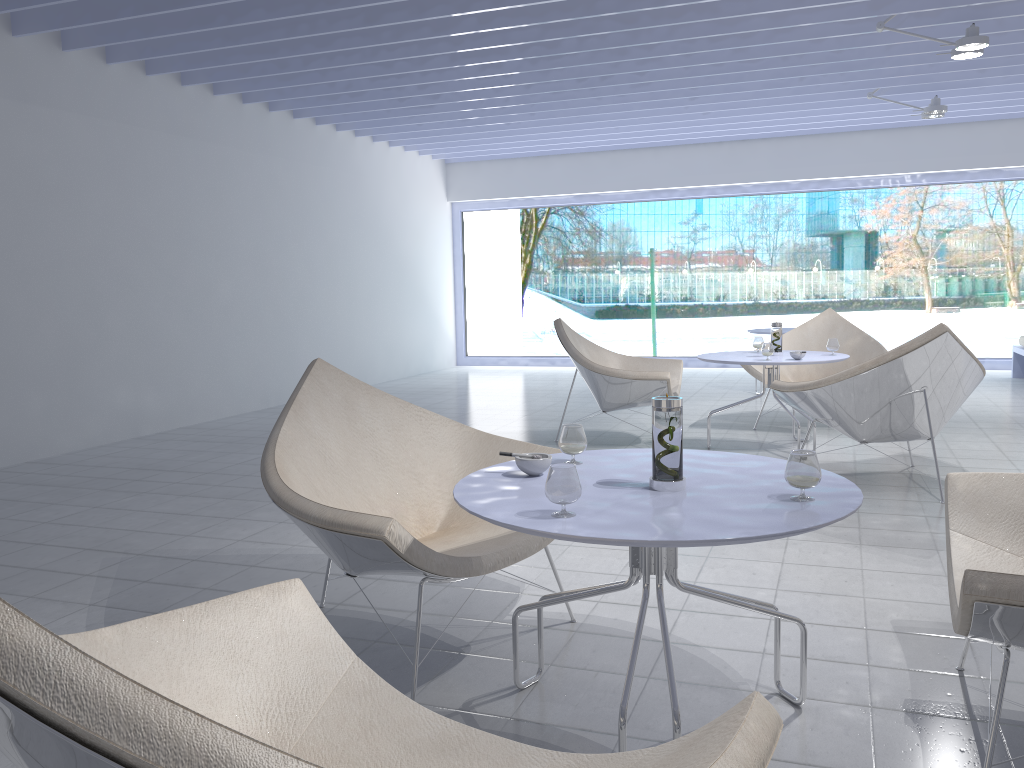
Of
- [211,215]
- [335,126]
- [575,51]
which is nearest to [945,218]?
[575,51]

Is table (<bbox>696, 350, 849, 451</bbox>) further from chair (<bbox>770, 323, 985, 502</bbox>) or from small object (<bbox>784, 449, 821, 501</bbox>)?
small object (<bbox>784, 449, 821, 501</bbox>)

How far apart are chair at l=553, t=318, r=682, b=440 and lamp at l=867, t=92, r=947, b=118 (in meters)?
3.26

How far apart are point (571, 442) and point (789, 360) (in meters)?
2.92

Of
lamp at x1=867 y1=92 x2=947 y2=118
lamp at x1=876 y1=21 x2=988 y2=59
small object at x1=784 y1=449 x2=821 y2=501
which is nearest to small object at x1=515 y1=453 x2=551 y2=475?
small object at x1=784 y1=449 x2=821 y2=501

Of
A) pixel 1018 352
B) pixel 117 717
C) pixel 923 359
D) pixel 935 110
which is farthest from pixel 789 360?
pixel 1018 352

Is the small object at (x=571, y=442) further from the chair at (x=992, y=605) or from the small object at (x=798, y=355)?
the small object at (x=798, y=355)

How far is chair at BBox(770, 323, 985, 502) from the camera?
3.74m

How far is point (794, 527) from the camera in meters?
1.5 m

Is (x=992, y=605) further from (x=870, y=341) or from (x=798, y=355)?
(x=870, y=341)
